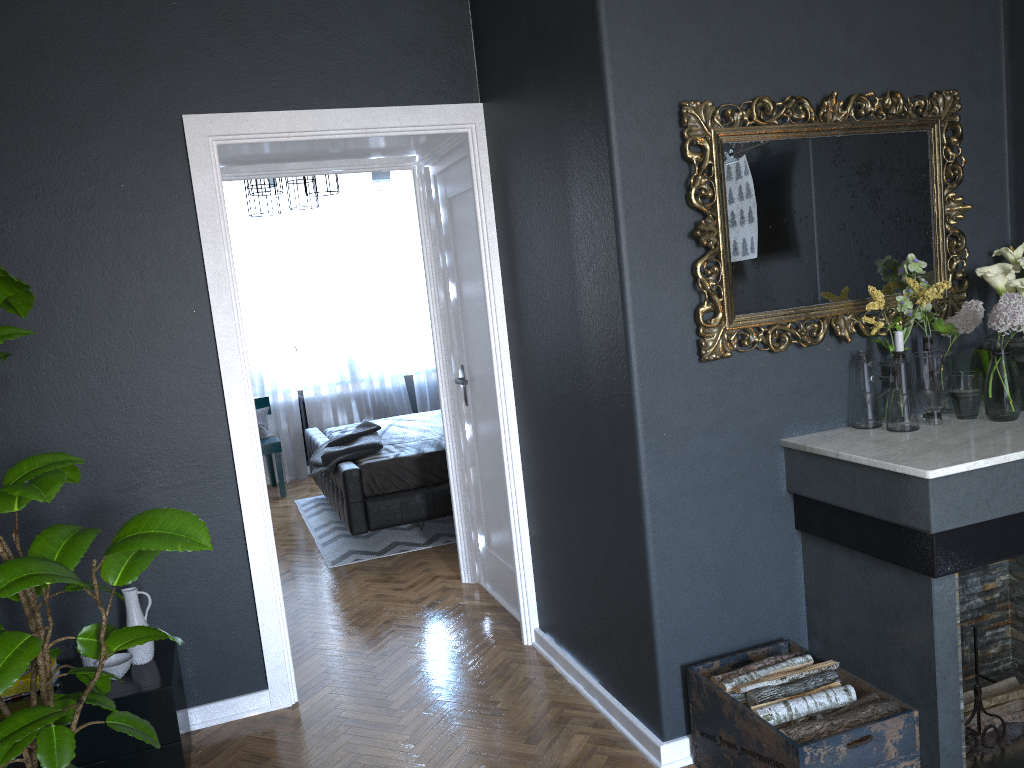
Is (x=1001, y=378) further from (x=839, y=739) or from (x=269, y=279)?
(x=269, y=279)

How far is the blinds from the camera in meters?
7.7

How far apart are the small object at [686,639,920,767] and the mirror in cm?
94

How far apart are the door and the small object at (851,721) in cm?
166

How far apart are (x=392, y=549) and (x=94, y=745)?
2.74m

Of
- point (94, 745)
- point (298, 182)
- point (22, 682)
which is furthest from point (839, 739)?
point (298, 182)

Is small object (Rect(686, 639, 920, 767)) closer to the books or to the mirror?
the mirror

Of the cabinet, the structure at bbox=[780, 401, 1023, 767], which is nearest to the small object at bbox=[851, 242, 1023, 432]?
the structure at bbox=[780, 401, 1023, 767]

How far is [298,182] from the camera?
6.5m

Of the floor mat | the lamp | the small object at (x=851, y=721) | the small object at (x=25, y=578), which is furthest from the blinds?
the small object at (x=851, y=721)
